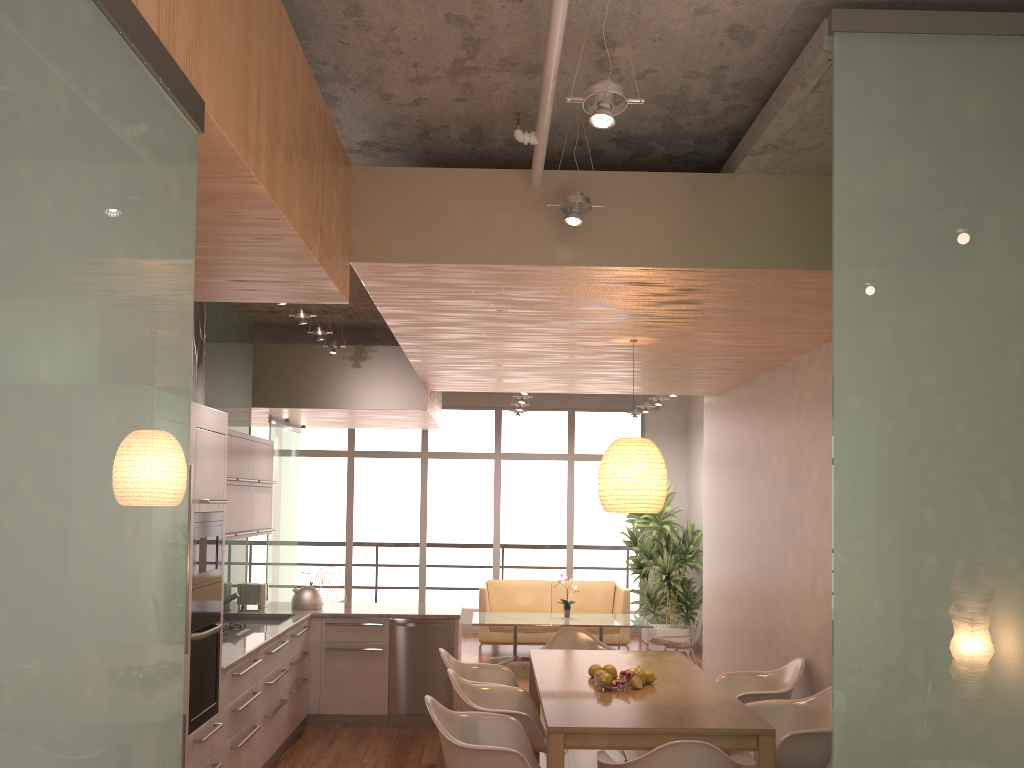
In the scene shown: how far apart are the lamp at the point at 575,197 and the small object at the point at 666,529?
7.3 meters

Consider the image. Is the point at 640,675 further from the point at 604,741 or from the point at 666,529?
the point at 666,529

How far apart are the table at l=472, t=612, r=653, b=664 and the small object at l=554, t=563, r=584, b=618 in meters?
0.1 m

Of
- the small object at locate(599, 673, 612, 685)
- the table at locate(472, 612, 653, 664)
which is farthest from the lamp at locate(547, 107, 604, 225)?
the table at locate(472, 612, 653, 664)

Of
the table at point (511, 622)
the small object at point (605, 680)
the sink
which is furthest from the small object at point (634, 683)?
the table at point (511, 622)

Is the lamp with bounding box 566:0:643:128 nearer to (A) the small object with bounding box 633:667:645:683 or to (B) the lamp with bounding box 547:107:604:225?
(B) the lamp with bounding box 547:107:604:225

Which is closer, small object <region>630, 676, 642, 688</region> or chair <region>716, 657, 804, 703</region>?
small object <region>630, 676, 642, 688</region>

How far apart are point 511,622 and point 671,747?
5.59m

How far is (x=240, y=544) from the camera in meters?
7.5 m

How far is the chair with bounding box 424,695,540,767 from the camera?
3.9 meters
